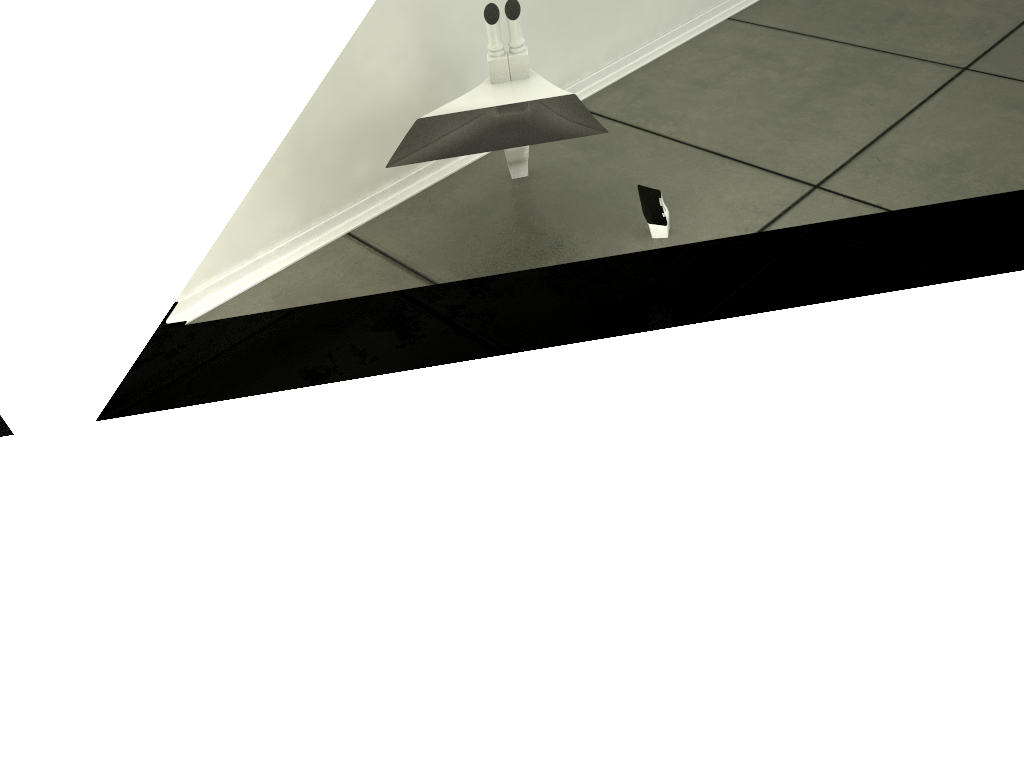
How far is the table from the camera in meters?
1.5 m

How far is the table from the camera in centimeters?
149cm

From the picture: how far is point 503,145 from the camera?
1.5 meters
